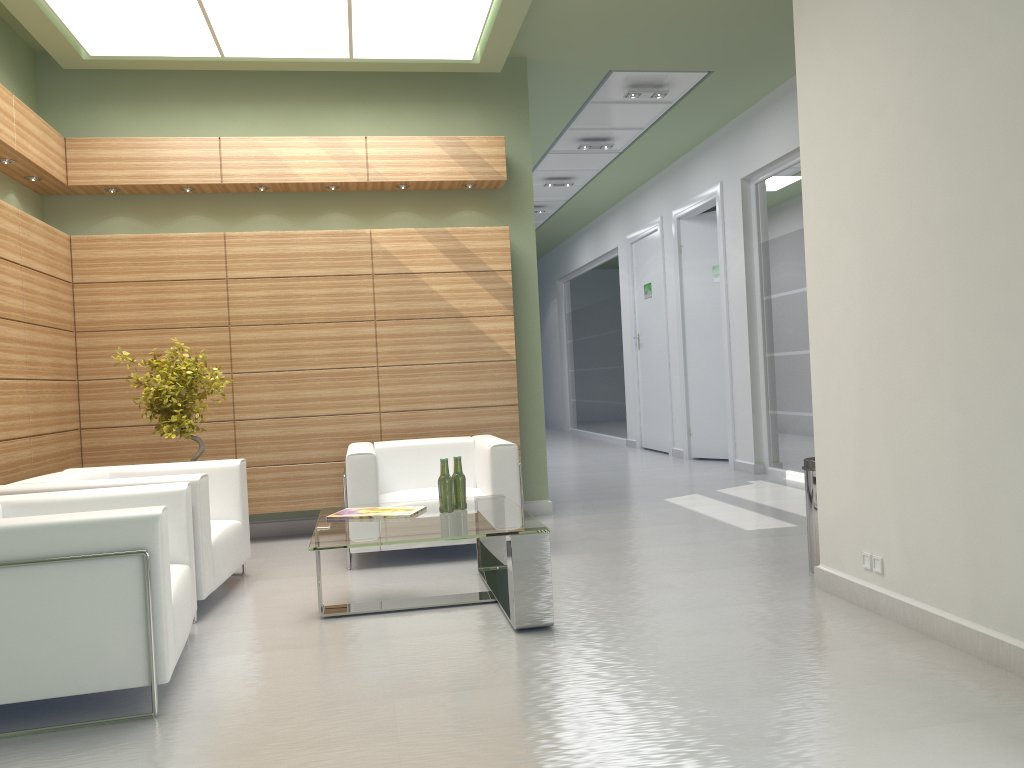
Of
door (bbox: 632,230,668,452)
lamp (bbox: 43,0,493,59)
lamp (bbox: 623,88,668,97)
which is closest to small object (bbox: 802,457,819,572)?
lamp (bbox: 43,0,493,59)

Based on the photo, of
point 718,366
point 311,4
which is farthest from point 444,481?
point 718,366

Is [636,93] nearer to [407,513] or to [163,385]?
[163,385]

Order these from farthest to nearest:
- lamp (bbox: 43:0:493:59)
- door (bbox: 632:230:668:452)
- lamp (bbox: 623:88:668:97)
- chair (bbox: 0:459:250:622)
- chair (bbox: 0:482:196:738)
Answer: door (bbox: 632:230:668:452) → lamp (bbox: 623:88:668:97) → lamp (bbox: 43:0:493:59) → chair (bbox: 0:459:250:622) → chair (bbox: 0:482:196:738)

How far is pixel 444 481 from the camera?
7.7m

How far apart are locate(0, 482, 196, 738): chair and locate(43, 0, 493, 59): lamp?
5.35m

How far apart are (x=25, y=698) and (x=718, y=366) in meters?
15.0

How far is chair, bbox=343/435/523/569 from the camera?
9.19m

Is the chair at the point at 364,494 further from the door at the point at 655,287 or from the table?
the door at the point at 655,287

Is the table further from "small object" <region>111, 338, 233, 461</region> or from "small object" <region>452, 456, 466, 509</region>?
"small object" <region>111, 338, 233, 461</region>
